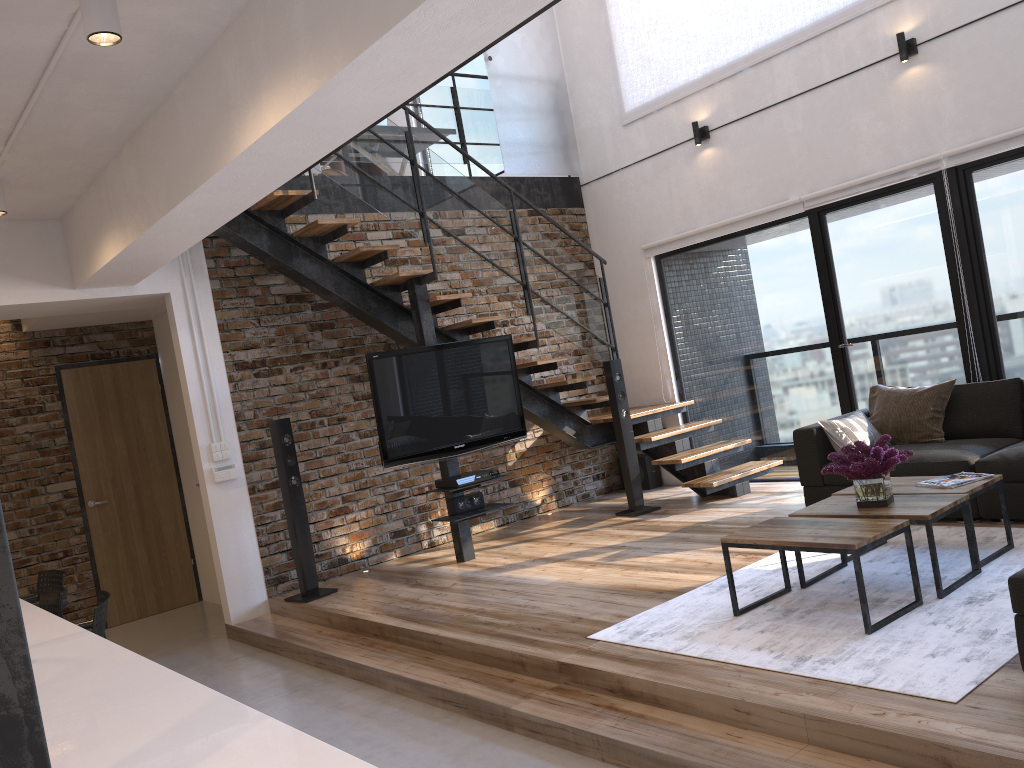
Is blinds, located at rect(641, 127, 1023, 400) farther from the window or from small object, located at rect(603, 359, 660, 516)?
small object, located at rect(603, 359, 660, 516)

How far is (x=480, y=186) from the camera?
7.6 meters

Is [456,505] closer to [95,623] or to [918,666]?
[95,623]

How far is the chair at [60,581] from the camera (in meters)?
5.04

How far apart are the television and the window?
2.0 meters

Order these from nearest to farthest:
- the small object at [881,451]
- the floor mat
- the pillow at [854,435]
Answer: the floor mat → the small object at [881,451] → the pillow at [854,435]

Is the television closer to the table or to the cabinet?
the table

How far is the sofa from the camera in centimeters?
456cm

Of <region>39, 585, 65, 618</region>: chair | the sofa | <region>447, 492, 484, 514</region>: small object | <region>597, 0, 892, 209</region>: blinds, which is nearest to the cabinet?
<region>39, 585, 65, 618</region>: chair

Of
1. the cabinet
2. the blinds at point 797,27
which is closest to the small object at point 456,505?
the cabinet
